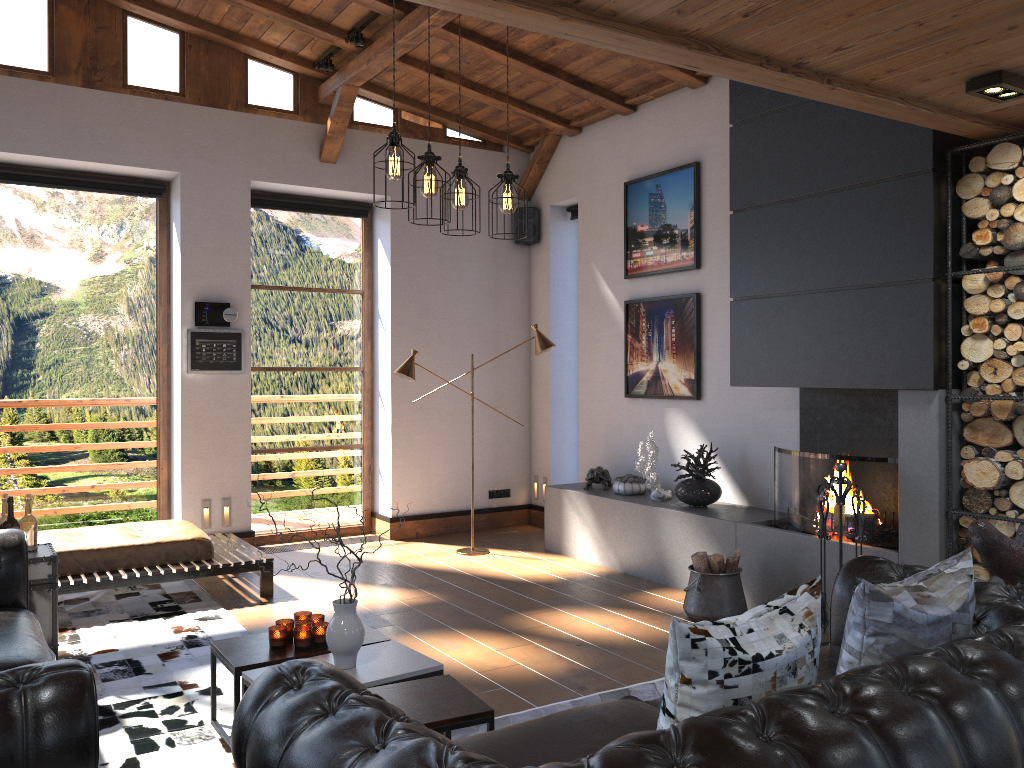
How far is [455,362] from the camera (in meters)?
8.31

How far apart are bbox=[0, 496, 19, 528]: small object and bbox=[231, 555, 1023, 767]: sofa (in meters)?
2.90

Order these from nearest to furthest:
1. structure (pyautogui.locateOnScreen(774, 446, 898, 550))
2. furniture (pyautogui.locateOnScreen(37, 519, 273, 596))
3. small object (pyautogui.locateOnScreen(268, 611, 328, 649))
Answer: small object (pyautogui.locateOnScreen(268, 611, 328, 649)), structure (pyautogui.locateOnScreen(774, 446, 898, 550)), furniture (pyautogui.locateOnScreen(37, 519, 273, 596))

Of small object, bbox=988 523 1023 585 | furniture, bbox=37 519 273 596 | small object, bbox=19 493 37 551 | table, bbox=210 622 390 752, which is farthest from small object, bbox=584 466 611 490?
small object, bbox=19 493 37 551

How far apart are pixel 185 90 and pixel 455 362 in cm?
323

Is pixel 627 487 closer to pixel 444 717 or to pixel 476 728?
pixel 476 728

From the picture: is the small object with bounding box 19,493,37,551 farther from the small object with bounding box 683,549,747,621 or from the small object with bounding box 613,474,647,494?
the small object with bounding box 613,474,647,494

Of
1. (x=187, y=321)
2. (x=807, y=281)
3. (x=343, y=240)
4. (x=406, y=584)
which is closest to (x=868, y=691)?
(x=807, y=281)

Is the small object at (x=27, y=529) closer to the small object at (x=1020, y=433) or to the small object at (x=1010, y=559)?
the small object at (x=1010, y=559)

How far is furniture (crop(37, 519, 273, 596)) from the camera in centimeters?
551cm
